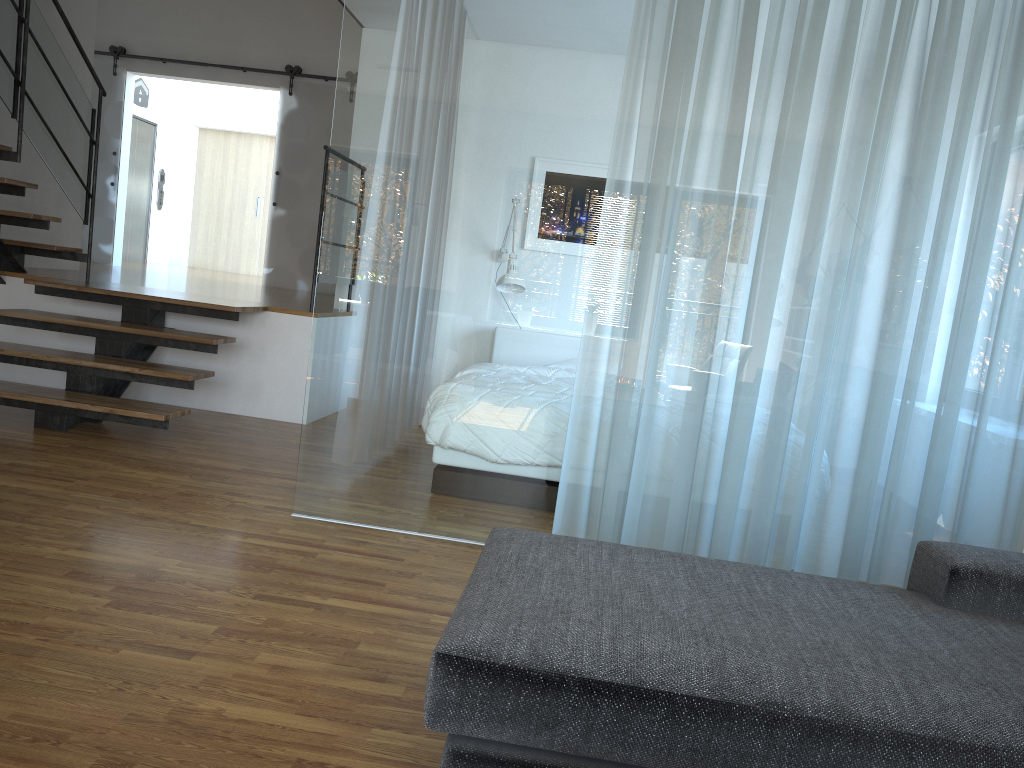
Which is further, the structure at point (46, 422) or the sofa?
the structure at point (46, 422)

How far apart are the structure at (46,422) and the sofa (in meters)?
2.90

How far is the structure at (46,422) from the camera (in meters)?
4.72

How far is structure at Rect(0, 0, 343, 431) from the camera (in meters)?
4.72

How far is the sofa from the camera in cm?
146

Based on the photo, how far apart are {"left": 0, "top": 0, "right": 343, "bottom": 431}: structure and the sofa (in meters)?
2.90

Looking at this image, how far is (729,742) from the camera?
1.5m

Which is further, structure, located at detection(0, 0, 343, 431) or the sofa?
structure, located at detection(0, 0, 343, 431)
